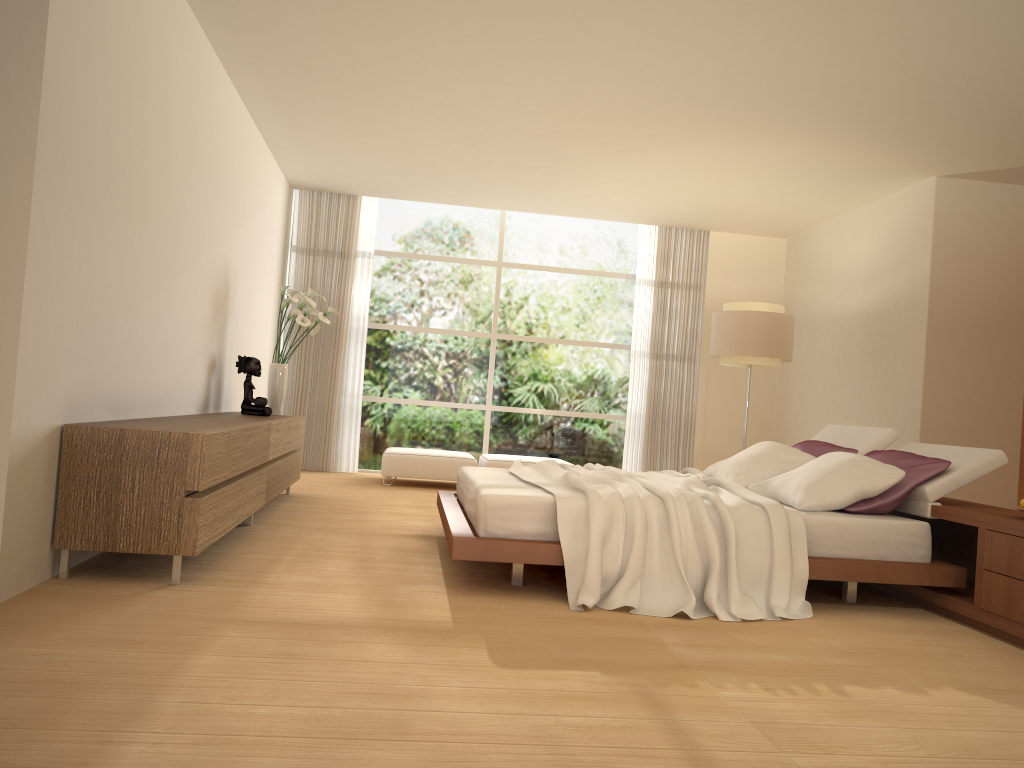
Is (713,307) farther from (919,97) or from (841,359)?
(919,97)

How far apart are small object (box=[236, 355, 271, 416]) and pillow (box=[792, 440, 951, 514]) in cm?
386

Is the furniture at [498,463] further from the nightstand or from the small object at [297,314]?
the nightstand

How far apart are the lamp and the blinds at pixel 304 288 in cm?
393

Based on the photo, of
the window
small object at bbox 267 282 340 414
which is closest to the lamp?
the window

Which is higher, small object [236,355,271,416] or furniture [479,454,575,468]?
small object [236,355,271,416]

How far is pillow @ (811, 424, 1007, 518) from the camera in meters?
4.6 m

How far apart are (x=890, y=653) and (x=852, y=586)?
1.0m

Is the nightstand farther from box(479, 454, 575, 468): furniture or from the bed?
box(479, 454, 575, 468): furniture

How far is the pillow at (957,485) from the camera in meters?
4.6 m
